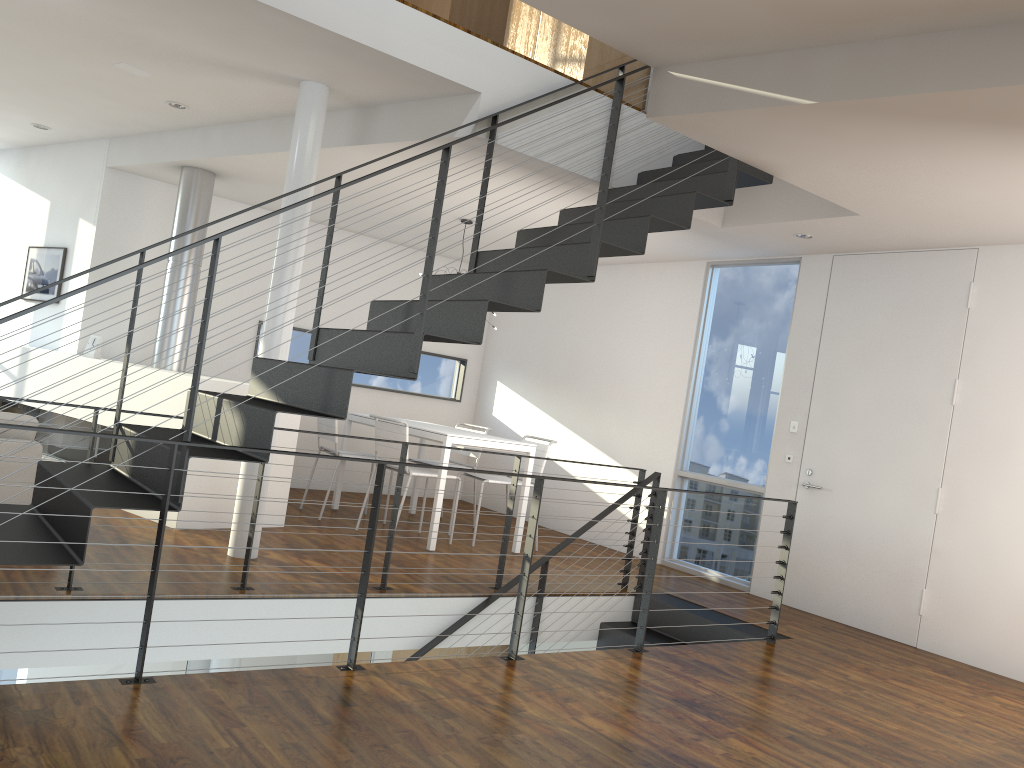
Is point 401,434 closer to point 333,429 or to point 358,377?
point 333,429

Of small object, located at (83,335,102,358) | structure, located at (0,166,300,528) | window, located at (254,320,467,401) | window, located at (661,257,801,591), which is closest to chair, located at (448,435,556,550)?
window, located at (661,257,801,591)

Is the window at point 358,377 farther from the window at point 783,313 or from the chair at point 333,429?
the window at point 783,313

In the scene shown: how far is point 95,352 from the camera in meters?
5.9 m

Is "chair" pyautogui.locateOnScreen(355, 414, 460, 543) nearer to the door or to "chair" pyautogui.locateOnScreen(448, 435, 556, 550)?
"chair" pyautogui.locateOnScreen(448, 435, 556, 550)

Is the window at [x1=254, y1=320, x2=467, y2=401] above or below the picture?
below

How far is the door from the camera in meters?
4.9 m

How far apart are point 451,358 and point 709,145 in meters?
4.6 m

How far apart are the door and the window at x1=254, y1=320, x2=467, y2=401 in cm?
367

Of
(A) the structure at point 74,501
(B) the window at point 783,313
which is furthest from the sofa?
(B) the window at point 783,313
